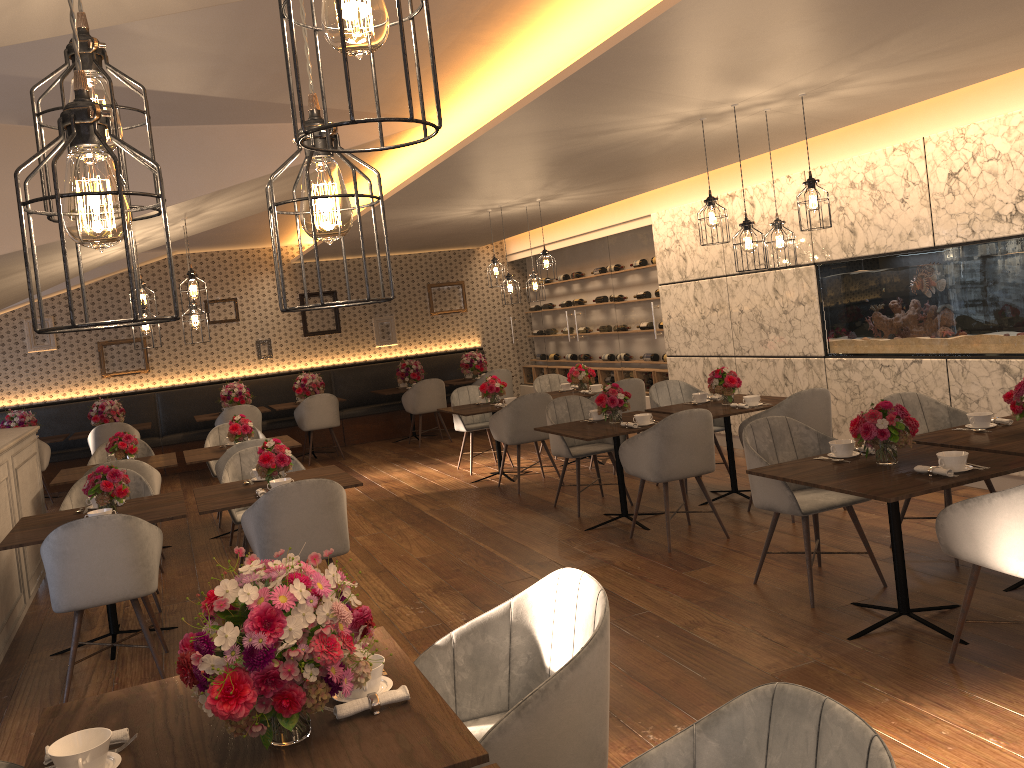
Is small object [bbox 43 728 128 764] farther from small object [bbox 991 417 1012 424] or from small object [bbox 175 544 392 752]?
small object [bbox 991 417 1012 424]

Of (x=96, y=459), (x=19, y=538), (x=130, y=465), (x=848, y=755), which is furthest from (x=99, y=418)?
(x=848, y=755)

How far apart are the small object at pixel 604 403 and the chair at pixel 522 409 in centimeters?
148cm

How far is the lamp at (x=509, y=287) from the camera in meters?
8.6 m

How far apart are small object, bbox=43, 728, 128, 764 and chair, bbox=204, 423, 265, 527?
6.11m

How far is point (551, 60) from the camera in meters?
4.7

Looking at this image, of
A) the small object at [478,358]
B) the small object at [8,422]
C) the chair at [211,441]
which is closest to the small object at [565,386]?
the chair at [211,441]

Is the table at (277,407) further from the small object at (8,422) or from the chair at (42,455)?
the small object at (8,422)

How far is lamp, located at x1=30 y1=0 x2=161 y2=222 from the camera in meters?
1.4 m

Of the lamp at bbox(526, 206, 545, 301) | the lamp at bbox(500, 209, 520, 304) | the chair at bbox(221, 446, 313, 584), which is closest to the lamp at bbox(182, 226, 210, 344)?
the chair at bbox(221, 446, 313, 584)
